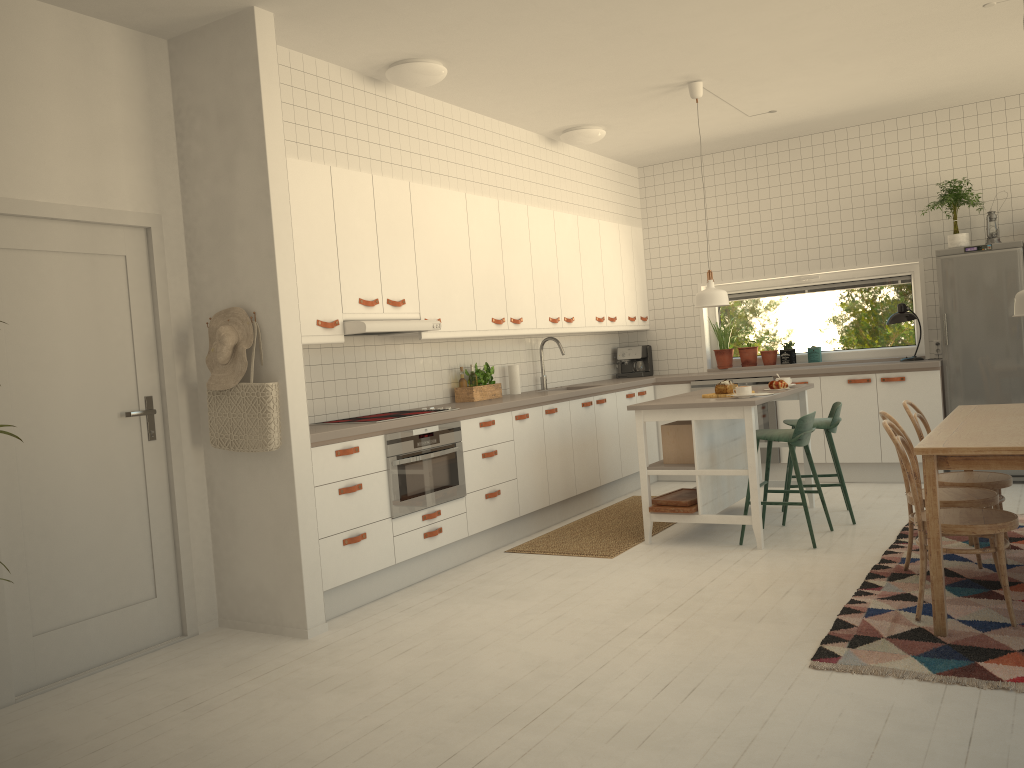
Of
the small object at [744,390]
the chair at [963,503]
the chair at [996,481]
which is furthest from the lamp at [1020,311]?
the small object at [744,390]

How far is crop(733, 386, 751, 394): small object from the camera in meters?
5.3

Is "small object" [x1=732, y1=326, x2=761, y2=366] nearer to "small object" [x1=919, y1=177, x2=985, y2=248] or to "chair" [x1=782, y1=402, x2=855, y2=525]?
"small object" [x1=919, y1=177, x2=985, y2=248]

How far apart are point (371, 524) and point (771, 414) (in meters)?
3.96

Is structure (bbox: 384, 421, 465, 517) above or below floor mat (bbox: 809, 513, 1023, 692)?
above

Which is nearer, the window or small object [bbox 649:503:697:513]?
small object [bbox 649:503:697:513]

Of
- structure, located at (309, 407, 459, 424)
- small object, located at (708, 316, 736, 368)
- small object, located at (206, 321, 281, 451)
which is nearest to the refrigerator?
small object, located at (708, 316, 736, 368)

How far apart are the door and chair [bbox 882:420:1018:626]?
3.21m

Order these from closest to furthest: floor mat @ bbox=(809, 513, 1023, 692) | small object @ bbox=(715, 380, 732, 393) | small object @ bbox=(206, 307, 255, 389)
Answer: floor mat @ bbox=(809, 513, 1023, 692), small object @ bbox=(206, 307, 255, 389), small object @ bbox=(715, 380, 732, 393)

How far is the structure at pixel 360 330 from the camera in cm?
475
